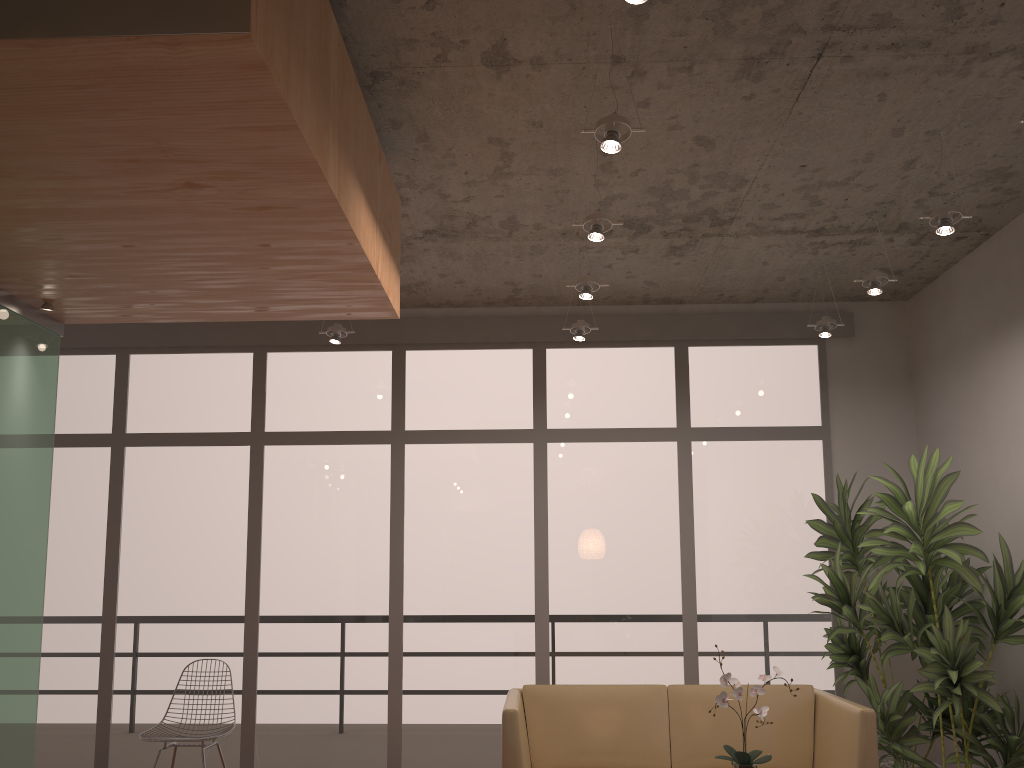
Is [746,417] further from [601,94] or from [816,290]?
[601,94]

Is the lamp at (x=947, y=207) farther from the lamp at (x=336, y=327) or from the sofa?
the lamp at (x=336, y=327)

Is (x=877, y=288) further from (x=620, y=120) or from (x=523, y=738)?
(x=523, y=738)

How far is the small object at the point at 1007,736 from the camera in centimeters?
429cm

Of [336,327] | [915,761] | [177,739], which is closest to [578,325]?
[336,327]

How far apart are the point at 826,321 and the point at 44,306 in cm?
435

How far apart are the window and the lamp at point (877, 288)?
1.5m

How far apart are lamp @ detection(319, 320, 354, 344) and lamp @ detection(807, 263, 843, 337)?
3.04m

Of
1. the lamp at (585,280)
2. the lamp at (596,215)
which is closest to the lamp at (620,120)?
the lamp at (596,215)

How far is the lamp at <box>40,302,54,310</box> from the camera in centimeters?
386cm
